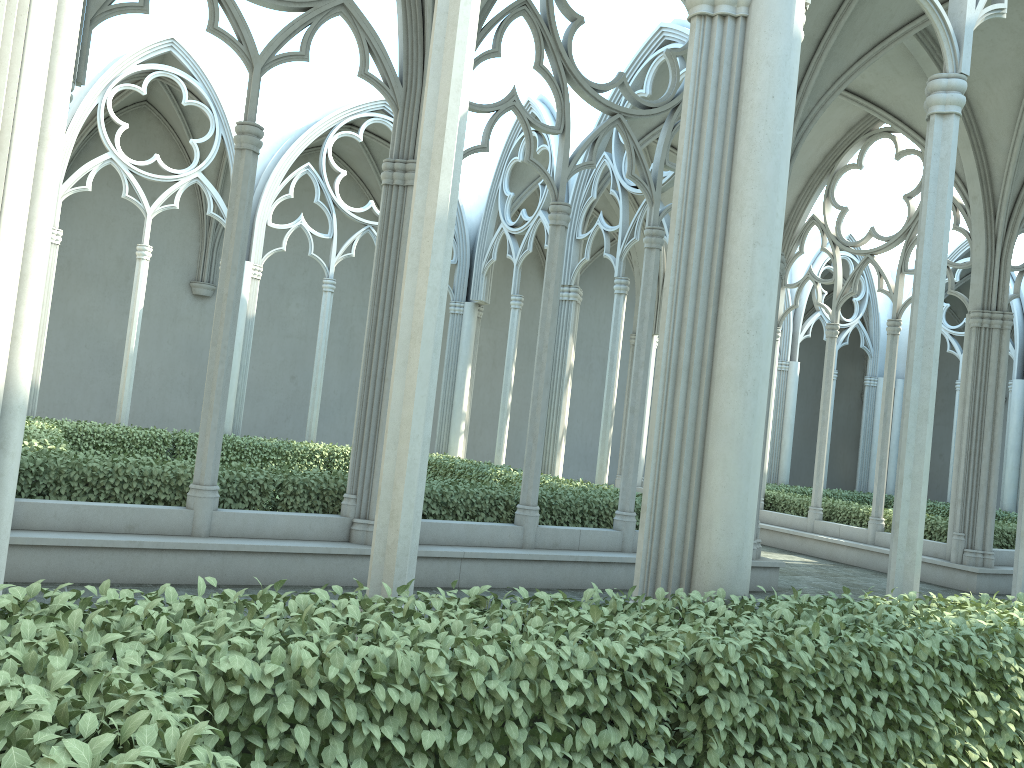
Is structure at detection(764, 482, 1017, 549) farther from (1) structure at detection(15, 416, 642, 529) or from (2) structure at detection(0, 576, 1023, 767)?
(2) structure at detection(0, 576, 1023, 767)

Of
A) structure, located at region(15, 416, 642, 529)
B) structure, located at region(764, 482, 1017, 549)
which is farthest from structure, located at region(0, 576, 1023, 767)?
structure, located at region(764, 482, 1017, 549)

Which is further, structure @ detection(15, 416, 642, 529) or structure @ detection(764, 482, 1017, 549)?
structure @ detection(764, 482, 1017, 549)

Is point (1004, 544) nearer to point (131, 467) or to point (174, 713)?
point (131, 467)

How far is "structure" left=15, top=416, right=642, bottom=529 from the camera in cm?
788

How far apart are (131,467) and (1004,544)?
12.8m

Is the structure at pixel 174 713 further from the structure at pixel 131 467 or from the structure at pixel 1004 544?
the structure at pixel 1004 544

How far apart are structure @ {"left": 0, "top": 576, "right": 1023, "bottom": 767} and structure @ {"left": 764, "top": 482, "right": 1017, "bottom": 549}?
9.24m

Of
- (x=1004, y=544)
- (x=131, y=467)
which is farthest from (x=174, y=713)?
(x=1004, y=544)

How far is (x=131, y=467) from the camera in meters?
7.9 m
